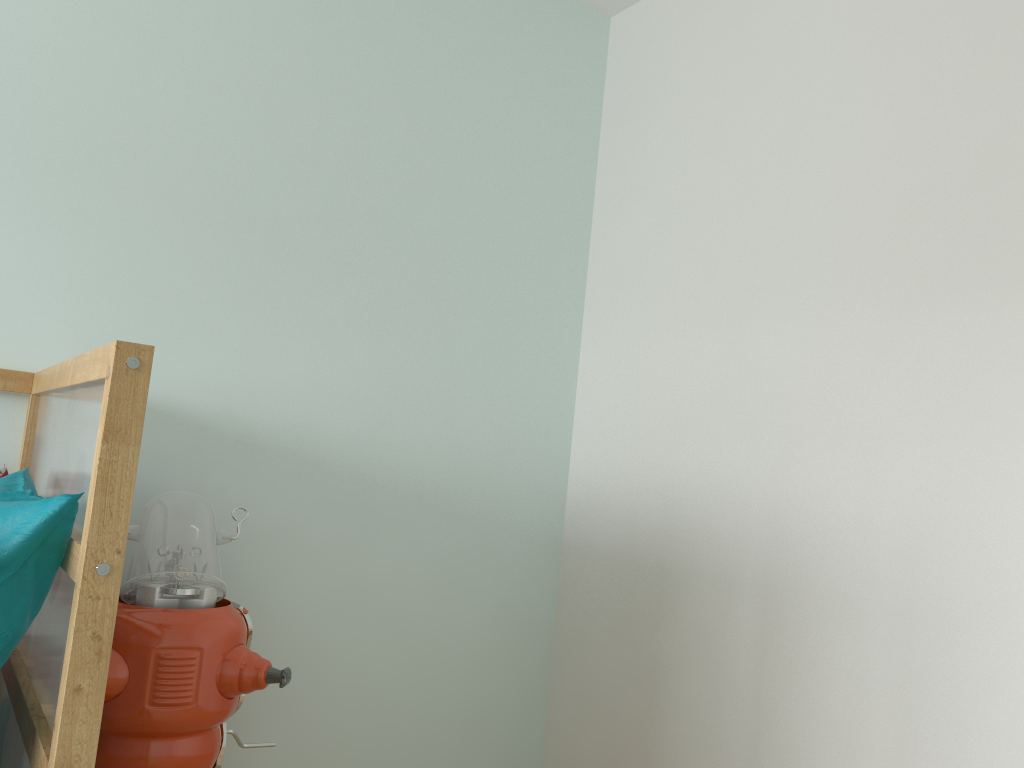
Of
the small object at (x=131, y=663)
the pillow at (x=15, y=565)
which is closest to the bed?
the pillow at (x=15, y=565)

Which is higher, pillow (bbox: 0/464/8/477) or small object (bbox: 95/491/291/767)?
pillow (bbox: 0/464/8/477)

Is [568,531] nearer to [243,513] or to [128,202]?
[243,513]

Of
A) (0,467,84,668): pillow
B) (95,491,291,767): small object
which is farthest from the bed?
(95,491,291,767): small object

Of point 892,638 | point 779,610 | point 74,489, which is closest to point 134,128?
point 74,489

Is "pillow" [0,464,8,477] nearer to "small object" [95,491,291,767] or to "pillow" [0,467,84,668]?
"small object" [95,491,291,767]

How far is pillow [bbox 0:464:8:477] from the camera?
1.6m

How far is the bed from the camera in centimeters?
94cm

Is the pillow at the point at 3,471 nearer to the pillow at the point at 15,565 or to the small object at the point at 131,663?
the small object at the point at 131,663

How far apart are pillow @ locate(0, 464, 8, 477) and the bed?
0.05m
